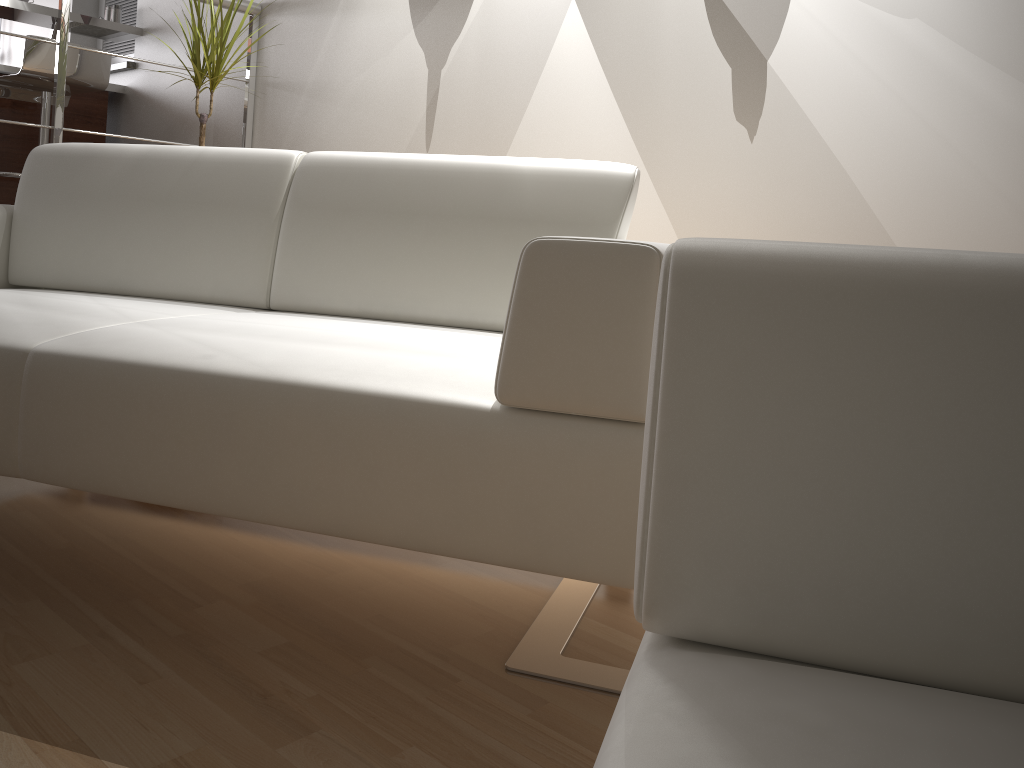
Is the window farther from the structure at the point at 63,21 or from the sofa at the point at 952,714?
the sofa at the point at 952,714

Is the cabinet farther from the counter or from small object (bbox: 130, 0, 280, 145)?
small object (bbox: 130, 0, 280, 145)

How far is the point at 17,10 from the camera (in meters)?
3.88

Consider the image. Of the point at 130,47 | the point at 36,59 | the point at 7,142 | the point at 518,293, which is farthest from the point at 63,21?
the point at 518,293

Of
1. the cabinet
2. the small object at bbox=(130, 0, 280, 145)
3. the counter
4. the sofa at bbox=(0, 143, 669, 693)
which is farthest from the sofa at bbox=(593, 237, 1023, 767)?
the cabinet

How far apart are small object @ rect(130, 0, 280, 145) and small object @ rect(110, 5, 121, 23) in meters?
1.8 m

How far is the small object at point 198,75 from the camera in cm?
272

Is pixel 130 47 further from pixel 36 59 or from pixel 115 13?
pixel 36 59

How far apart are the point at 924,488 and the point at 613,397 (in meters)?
0.59

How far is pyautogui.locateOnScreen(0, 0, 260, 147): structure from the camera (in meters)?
3.00
